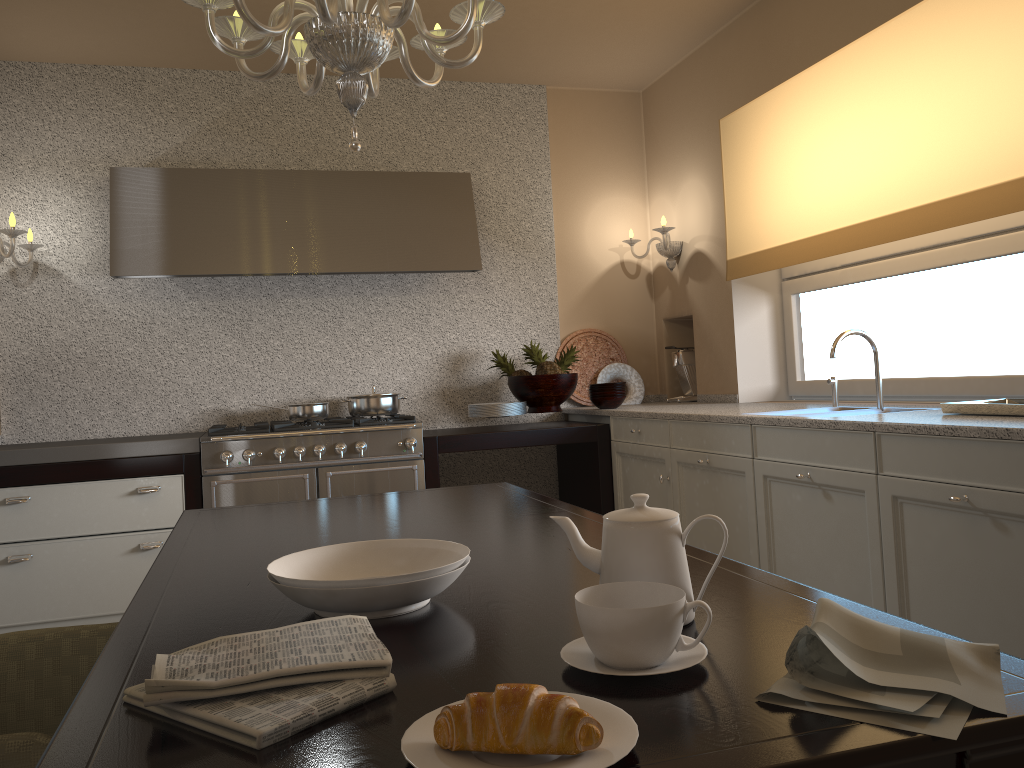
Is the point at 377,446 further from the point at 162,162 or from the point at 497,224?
the point at 162,162

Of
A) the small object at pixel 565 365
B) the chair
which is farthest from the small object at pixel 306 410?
the chair

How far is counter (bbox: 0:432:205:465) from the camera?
3.5 meters

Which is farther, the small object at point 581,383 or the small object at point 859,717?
the small object at point 581,383

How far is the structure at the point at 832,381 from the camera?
3.4 meters

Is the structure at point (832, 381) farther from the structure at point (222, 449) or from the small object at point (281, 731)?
the small object at point (281, 731)

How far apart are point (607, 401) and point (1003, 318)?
1.8 meters

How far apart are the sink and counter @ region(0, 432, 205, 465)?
2.41m

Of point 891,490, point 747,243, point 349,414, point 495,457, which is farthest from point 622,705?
point 495,457

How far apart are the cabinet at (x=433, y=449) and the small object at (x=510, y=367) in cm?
46
